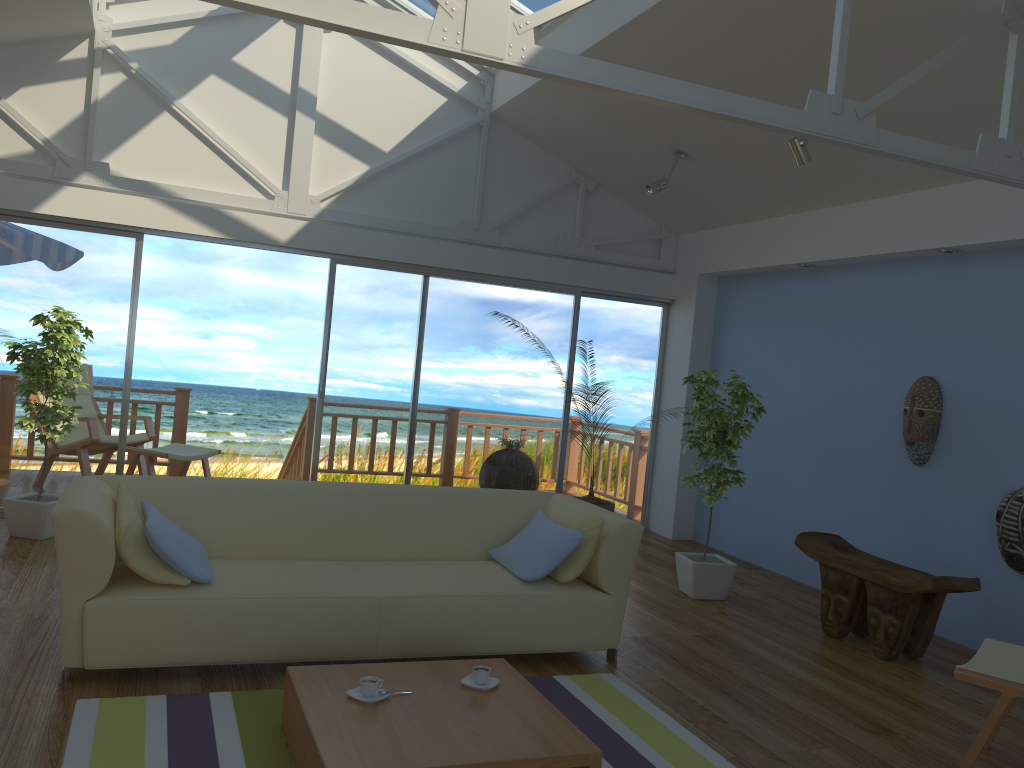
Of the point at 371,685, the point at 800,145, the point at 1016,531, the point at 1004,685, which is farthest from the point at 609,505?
the point at 371,685

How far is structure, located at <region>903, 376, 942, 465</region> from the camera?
5.2m

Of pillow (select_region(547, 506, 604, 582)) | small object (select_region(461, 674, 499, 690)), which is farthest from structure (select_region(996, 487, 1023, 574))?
small object (select_region(461, 674, 499, 690))

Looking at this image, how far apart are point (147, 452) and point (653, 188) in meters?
4.1 m

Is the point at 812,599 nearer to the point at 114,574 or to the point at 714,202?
the point at 714,202

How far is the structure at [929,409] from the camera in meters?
→ 5.2

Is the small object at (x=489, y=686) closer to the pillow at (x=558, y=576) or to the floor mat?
the floor mat

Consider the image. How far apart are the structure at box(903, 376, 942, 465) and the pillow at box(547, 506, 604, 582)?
2.3m

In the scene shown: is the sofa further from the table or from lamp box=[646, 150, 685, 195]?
lamp box=[646, 150, 685, 195]

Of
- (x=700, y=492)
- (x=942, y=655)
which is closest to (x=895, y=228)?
(x=700, y=492)
